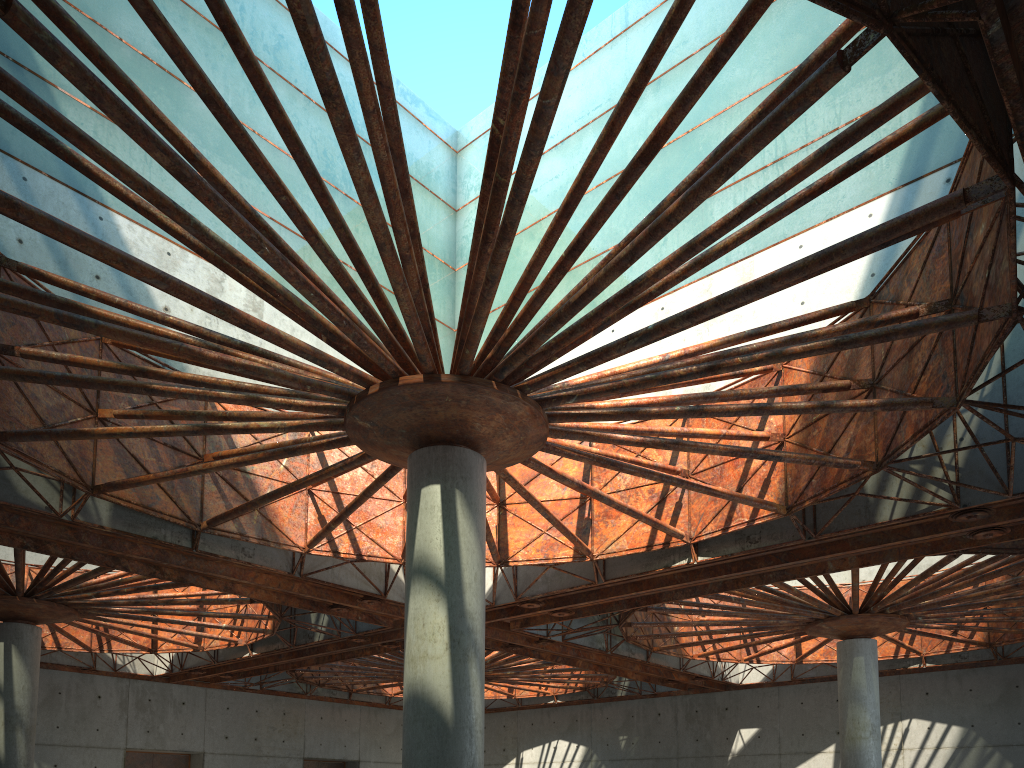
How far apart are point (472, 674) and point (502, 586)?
17.8m
